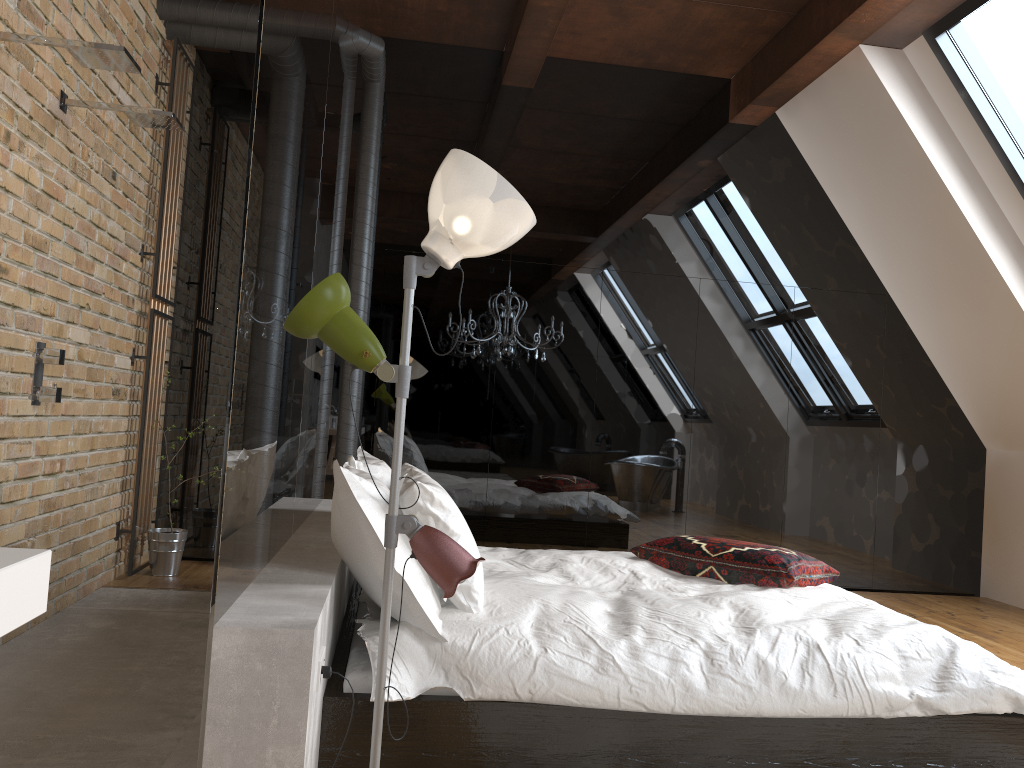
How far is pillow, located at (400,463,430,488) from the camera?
3.86m

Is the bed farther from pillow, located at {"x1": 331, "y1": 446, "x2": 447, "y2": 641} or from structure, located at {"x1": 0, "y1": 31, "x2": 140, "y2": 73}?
structure, located at {"x1": 0, "y1": 31, "x2": 140, "y2": 73}

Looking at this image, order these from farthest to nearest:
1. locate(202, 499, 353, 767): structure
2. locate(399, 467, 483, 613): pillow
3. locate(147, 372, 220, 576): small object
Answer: locate(147, 372, 220, 576): small object
locate(399, 467, 483, 613): pillow
locate(202, 499, 353, 767): structure

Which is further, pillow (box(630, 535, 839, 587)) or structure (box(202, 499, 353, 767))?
pillow (box(630, 535, 839, 587))

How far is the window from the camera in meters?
4.4

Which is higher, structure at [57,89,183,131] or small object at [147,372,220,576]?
structure at [57,89,183,131]

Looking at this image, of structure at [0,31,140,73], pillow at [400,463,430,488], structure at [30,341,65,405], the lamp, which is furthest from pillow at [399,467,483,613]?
structure at [0,31,140,73]

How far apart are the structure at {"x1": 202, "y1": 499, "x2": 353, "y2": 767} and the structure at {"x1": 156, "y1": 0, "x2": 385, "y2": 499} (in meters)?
0.82

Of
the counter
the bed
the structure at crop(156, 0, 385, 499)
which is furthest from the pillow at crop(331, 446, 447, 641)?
the structure at crop(156, 0, 385, 499)

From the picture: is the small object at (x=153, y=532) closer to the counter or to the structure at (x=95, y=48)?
the structure at (x=95, y=48)
